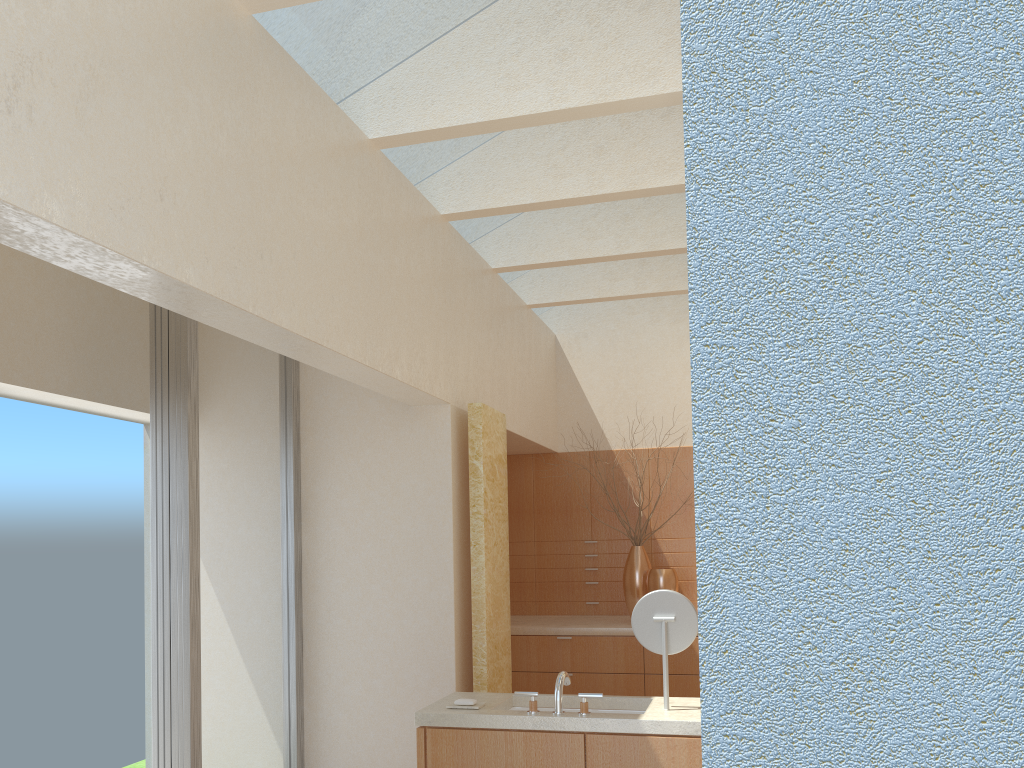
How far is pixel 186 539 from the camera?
9.46m

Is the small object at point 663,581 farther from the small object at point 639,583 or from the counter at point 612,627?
the counter at point 612,627

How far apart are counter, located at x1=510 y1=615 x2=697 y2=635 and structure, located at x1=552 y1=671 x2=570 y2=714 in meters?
6.3

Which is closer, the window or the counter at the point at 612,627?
the window

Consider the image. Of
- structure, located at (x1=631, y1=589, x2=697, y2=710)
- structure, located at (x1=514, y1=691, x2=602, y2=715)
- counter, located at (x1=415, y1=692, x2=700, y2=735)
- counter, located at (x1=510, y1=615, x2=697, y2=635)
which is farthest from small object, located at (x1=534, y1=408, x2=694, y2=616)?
structure, located at (x1=514, y1=691, x2=602, y2=715)

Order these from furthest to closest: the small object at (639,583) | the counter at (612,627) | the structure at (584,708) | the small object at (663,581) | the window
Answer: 1. the small object at (639,583)
2. the small object at (663,581)
3. the counter at (612,627)
4. the window
5. the structure at (584,708)

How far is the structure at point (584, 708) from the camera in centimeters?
791cm

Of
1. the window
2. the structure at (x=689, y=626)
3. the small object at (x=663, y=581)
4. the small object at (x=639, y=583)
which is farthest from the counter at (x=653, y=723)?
the small object at (x=639, y=583)

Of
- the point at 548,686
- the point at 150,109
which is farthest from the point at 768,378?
the point at 548,686

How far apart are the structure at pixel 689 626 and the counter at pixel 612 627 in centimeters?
636cm
